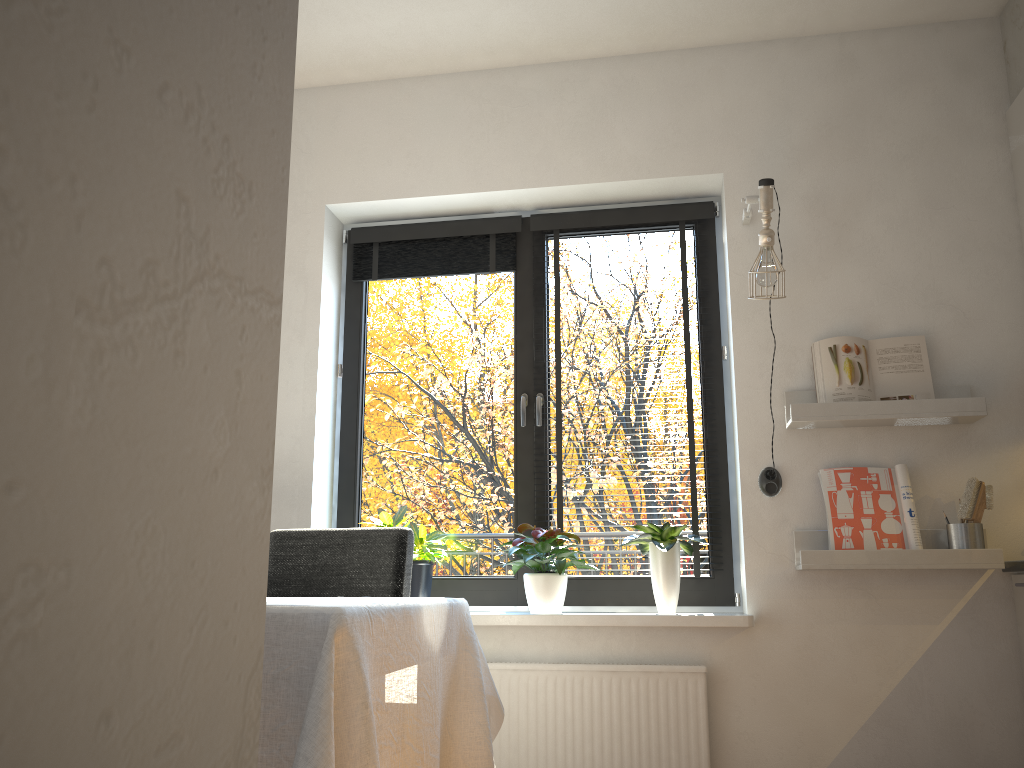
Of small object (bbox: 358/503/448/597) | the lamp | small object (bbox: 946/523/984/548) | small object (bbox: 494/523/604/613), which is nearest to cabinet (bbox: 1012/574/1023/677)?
small object (bbox: 946/523/984/548)

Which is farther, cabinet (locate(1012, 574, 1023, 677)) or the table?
cabinet (locate(1012, 574, 1023, 677))

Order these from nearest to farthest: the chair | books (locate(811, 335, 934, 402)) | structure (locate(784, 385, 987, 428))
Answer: the chair
structure (locate(784, 385, 987, 428))
books (locate(811, 335, 934, 402))

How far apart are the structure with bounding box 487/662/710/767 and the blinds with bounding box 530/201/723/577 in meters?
0.4 m

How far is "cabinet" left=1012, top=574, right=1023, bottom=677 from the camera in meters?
2.7 m

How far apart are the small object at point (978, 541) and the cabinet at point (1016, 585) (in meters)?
0.15

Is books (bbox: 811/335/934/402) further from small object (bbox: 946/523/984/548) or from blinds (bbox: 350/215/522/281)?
blinds (bbox: 350/215/522/281)

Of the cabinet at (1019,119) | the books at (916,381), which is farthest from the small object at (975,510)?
the cabinet at (1019,119)

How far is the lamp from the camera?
2.94m

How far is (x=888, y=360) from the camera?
2.98m
